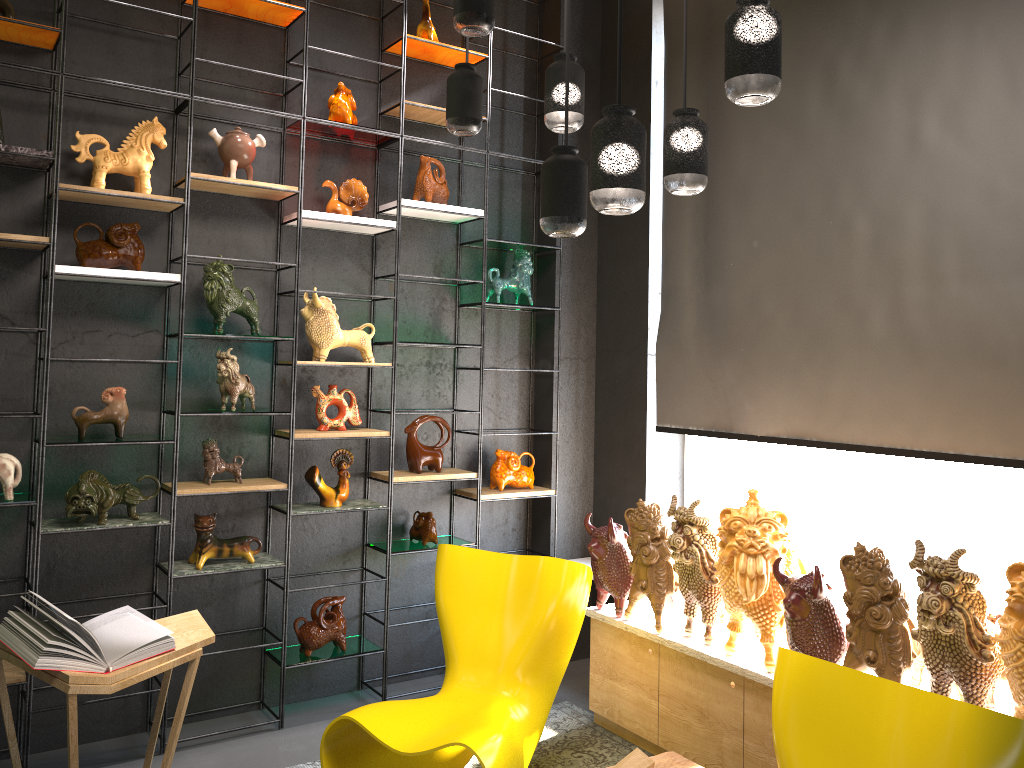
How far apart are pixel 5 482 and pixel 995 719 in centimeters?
338cm

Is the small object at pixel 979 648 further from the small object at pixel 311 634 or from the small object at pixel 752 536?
the small object at pixel 311 634

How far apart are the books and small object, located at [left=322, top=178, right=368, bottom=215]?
2.0m

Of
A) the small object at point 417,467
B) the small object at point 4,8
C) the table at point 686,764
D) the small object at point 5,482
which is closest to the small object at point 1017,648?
the table at point 686,764

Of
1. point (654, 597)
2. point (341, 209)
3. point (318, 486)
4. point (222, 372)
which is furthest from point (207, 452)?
point (654, 597)

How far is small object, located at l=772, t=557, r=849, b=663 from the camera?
3.1 meters

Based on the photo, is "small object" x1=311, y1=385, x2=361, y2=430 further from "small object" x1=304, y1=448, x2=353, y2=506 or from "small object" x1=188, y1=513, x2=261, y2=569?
"small object" x1=188, y1=513, x2=261, y2=569

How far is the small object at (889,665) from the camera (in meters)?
2.86

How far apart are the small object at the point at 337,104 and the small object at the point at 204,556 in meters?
1.9

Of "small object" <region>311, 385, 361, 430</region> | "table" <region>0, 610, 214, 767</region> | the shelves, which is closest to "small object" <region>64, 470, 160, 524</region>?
the shelves
